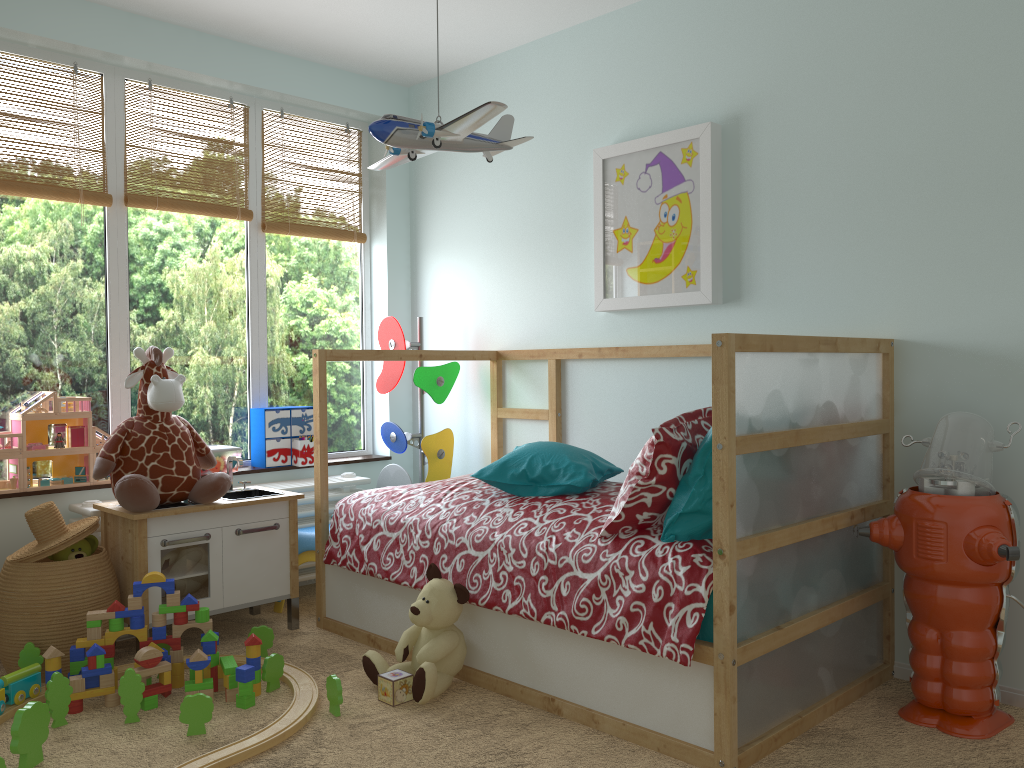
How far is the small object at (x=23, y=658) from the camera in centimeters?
250cm

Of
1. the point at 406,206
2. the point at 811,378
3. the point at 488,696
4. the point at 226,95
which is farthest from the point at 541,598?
the point at 226,95

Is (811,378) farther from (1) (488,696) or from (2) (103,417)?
(2) (103,417)

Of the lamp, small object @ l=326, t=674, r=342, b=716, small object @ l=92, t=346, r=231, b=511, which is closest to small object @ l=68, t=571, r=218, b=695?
small object @ l=92, t=346, r=231, b=511

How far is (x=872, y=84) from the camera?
2.6 meters

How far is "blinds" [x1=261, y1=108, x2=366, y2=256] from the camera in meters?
3.7

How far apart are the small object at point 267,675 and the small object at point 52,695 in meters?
0.5

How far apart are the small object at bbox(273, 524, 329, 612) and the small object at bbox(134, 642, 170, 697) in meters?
0.8

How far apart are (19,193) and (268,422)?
1.21m

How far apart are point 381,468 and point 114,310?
1.31m
